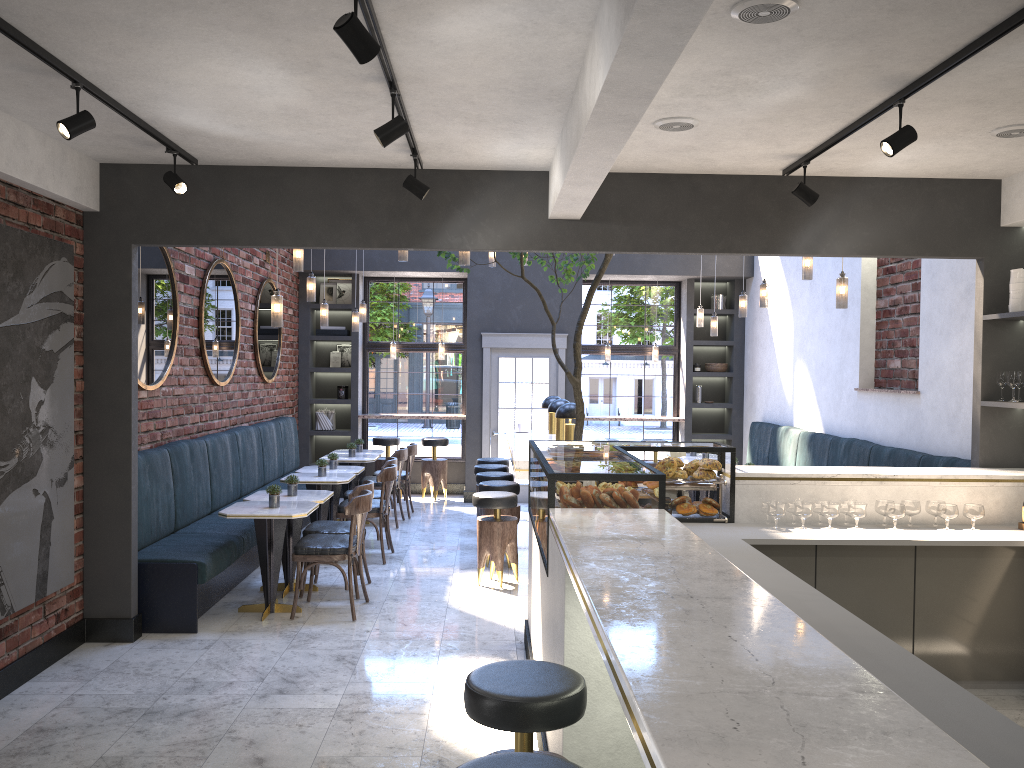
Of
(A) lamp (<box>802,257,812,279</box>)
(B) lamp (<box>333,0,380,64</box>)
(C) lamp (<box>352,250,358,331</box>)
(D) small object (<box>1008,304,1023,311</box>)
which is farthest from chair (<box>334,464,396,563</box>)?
(B) lamp (<box>333,0,380,64</box>)

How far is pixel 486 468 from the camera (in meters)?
9.12

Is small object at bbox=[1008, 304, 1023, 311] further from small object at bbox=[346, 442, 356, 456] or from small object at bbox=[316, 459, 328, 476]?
small object at bbox=[346, 442, 356, 456]

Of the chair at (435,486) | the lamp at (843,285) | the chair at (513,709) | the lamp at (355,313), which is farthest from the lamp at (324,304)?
the chair at (513,709)

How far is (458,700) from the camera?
4.66m

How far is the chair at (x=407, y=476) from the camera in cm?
1029

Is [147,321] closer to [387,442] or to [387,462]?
[387,462]

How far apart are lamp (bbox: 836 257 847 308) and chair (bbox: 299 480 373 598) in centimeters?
371cm

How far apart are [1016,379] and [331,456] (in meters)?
5.86

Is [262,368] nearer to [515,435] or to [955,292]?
[515,435]
